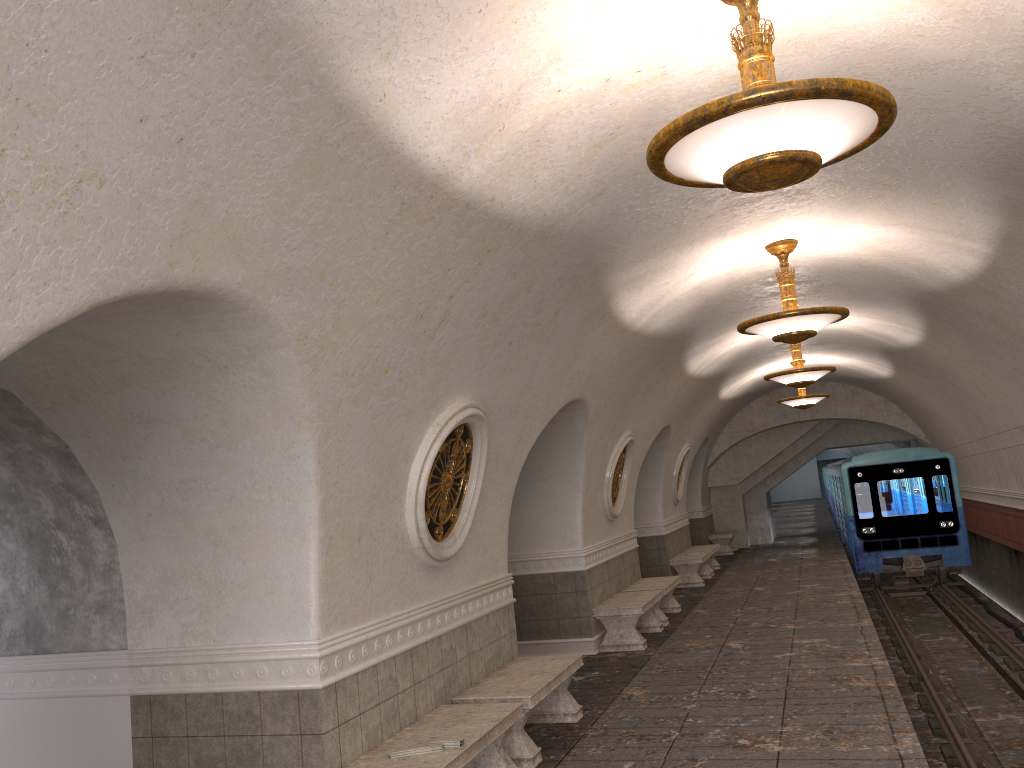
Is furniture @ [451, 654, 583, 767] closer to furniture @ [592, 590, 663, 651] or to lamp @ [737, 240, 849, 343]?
furniture @ [592, 590, 663, 651]

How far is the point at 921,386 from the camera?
16.17m

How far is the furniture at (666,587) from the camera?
12.1 meters

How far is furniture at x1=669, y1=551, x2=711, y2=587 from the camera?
16.0m

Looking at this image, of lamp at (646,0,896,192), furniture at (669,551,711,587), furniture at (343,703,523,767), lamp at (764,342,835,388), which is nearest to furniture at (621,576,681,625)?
furniture at (669,551,711,587)

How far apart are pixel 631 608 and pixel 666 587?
1.82m

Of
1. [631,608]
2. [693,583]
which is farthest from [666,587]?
[693,583]

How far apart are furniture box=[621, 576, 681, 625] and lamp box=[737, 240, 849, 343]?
4.8m

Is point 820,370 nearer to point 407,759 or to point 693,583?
point 693,583

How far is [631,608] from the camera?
10.39m
